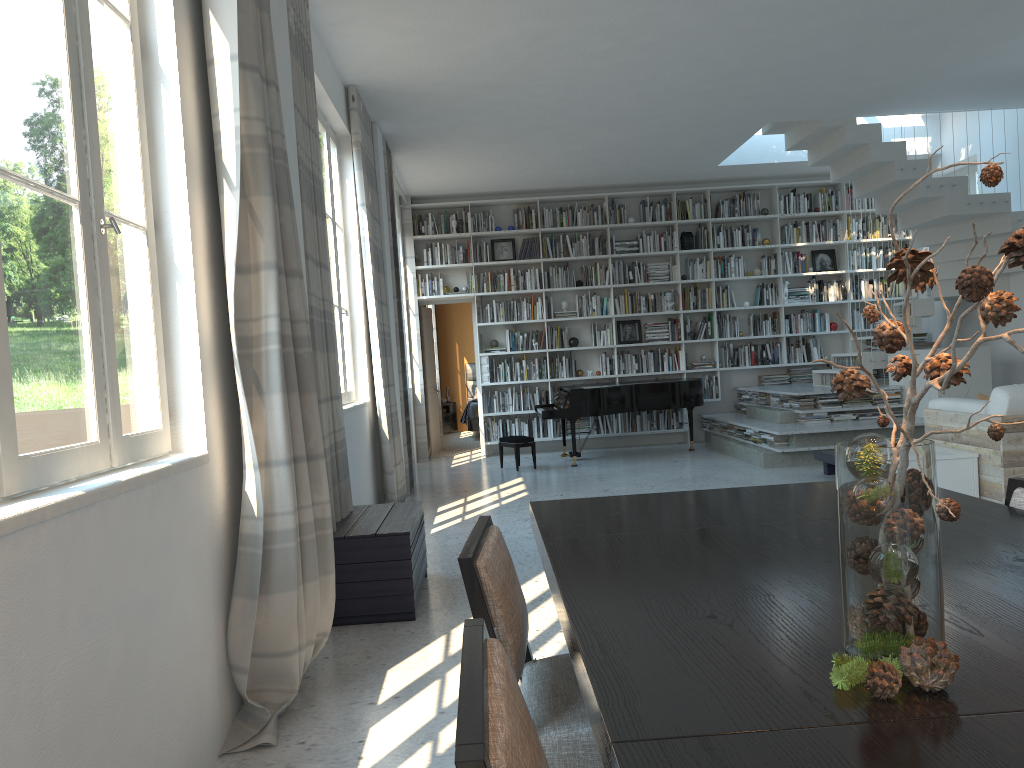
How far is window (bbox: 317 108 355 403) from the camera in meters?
6.1 m

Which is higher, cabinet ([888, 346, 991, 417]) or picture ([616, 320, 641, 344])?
picture ([616, 320, 641, 344])

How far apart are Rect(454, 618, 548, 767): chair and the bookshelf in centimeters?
960cm

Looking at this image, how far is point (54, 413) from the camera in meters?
2.0

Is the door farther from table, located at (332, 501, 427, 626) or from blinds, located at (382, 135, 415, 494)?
table, located at (332, 501, 427, 626)

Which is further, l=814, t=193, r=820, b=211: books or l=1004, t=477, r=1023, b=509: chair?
l=814, t=193, r=820, b=211: books

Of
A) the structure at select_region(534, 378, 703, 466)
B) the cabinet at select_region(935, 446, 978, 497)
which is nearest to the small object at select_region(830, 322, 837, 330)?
the structure at select_region(534, 378, 703, 466)

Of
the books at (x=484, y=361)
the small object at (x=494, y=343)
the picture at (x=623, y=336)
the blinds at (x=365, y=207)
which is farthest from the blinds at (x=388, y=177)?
the picture at (x=623, y=336)

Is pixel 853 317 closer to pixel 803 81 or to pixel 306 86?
pixel 803 81

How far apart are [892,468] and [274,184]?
2.54m
